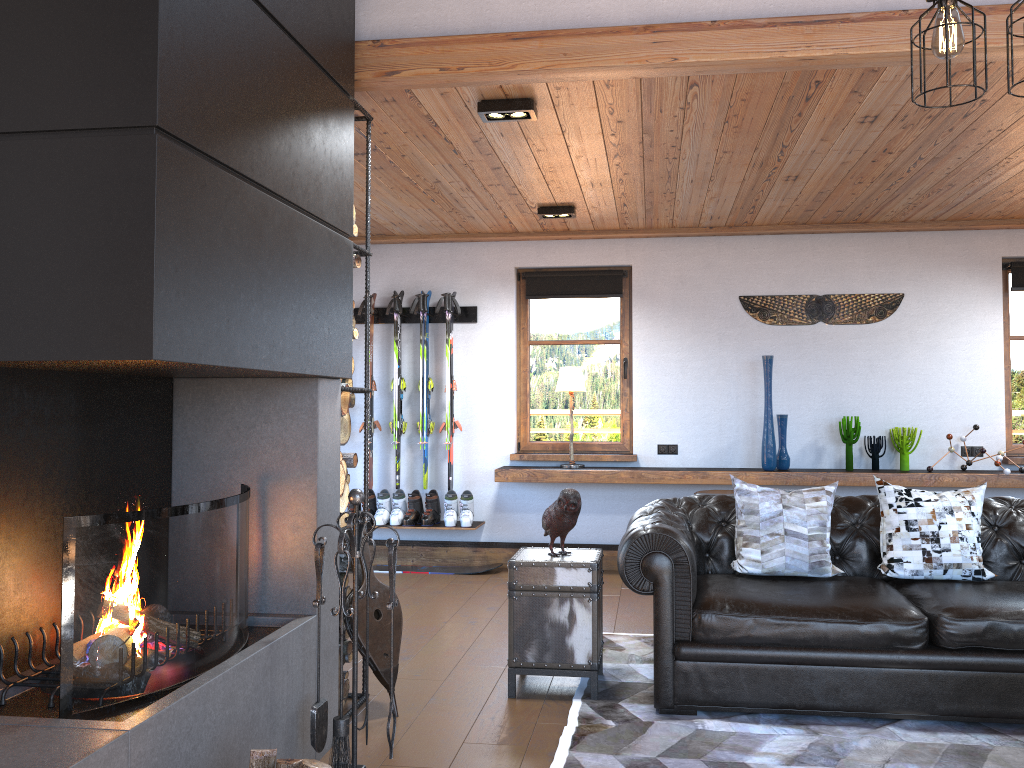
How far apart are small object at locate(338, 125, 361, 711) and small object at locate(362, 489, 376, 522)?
3.2m

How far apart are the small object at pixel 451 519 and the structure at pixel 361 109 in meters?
3.0

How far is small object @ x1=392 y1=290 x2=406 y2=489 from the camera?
7.2m

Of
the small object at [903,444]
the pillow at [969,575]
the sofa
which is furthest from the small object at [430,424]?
the pillow at [969,575]

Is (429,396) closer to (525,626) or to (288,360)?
(525,626)

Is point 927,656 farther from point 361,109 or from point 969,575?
point 361,109

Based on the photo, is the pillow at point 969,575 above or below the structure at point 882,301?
below

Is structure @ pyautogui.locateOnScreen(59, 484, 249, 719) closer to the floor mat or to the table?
the floor mat

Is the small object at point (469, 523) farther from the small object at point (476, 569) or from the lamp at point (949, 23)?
the lamp at point (949, 23)

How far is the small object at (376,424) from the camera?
7.2m
